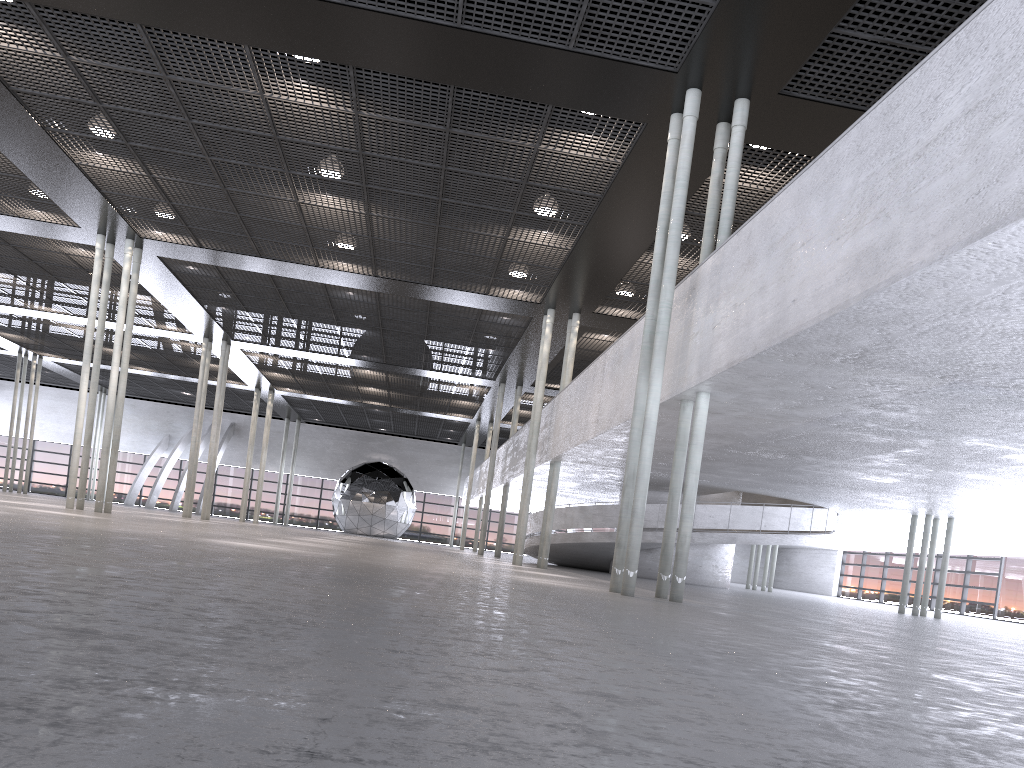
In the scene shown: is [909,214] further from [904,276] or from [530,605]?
[530,605]
